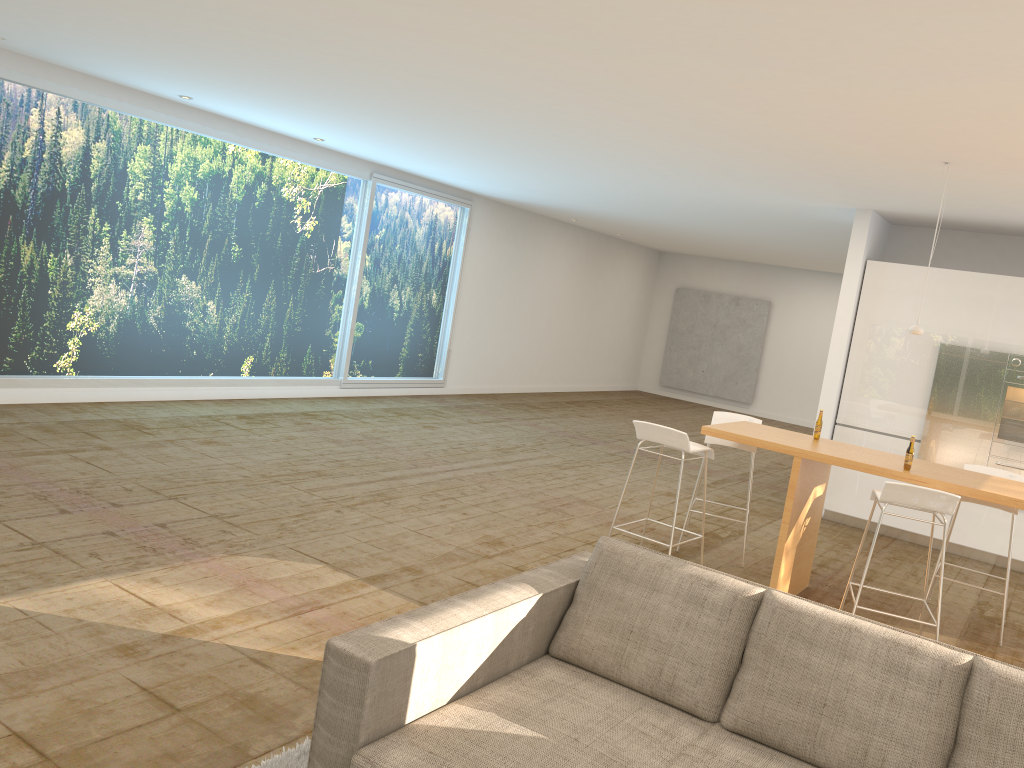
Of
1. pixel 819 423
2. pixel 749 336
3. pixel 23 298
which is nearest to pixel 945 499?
pixel 819 423

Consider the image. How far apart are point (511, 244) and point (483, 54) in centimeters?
910cm

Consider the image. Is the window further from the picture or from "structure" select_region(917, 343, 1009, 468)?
the picture

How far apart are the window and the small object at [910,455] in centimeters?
718cm

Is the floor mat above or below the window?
below

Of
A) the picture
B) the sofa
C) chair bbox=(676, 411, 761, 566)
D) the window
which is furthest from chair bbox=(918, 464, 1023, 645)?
the picture

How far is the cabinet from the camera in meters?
7.8 m

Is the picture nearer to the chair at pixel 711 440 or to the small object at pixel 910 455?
the chair at pixel 711 440

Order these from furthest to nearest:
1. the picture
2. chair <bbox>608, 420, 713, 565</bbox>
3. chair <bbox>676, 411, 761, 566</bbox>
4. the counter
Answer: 1. the picture
2. chair <bbox>676, 411, 761, 566</bbox>
3. chair <bbox>608, 420, 713, 565</bbox>
4. the counter

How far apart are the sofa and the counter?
2.3m
